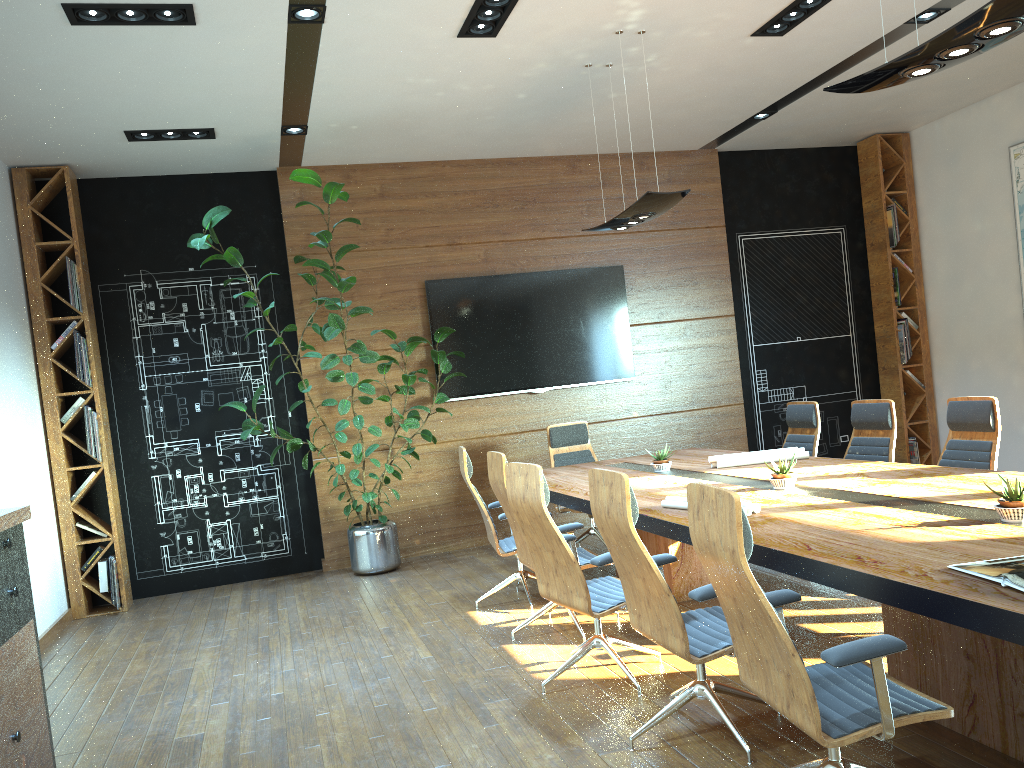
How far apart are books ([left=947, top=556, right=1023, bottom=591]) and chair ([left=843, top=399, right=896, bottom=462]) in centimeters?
345cm

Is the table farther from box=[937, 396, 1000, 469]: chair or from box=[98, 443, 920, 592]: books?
box=[98, 443, 920, 592]: books

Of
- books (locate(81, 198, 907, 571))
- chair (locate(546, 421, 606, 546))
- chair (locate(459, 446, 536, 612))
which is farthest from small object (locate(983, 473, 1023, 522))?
books (locate(81, 198, 907, 571))

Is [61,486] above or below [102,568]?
above

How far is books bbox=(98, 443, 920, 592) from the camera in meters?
7.3 m

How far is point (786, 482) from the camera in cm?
463

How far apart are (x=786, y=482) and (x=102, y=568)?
5.6 meters

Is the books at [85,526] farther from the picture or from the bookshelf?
the picture

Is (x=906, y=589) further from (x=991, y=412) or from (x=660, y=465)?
(x=660, y=465)

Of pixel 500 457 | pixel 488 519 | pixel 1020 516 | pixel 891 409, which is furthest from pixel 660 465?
pixel 1020 516
